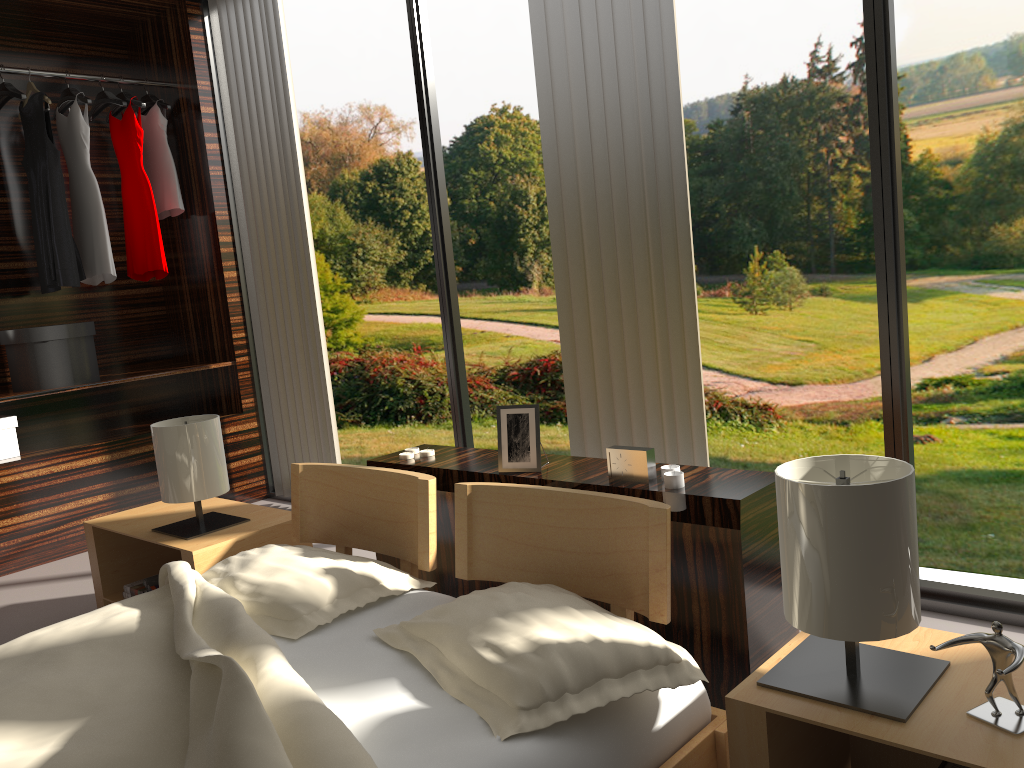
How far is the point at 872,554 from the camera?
1.2 meters

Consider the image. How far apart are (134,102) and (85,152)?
0.3 meters

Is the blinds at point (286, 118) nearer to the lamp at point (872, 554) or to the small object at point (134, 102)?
the small object at point (134, 102)

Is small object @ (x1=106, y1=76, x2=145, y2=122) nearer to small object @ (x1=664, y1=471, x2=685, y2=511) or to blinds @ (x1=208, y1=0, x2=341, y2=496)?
blinds @ (x1=208, y1=0, x2=341, y2=496)

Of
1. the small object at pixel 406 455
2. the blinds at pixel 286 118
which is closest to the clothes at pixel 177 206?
the blinds at pixel 286 118

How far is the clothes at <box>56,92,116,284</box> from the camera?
3.9m

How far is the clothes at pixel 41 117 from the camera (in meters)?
3.79

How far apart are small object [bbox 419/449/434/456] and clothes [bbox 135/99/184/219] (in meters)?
2.37

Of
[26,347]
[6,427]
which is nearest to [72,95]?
[26,347]

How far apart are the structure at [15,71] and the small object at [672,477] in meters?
3.5 m
